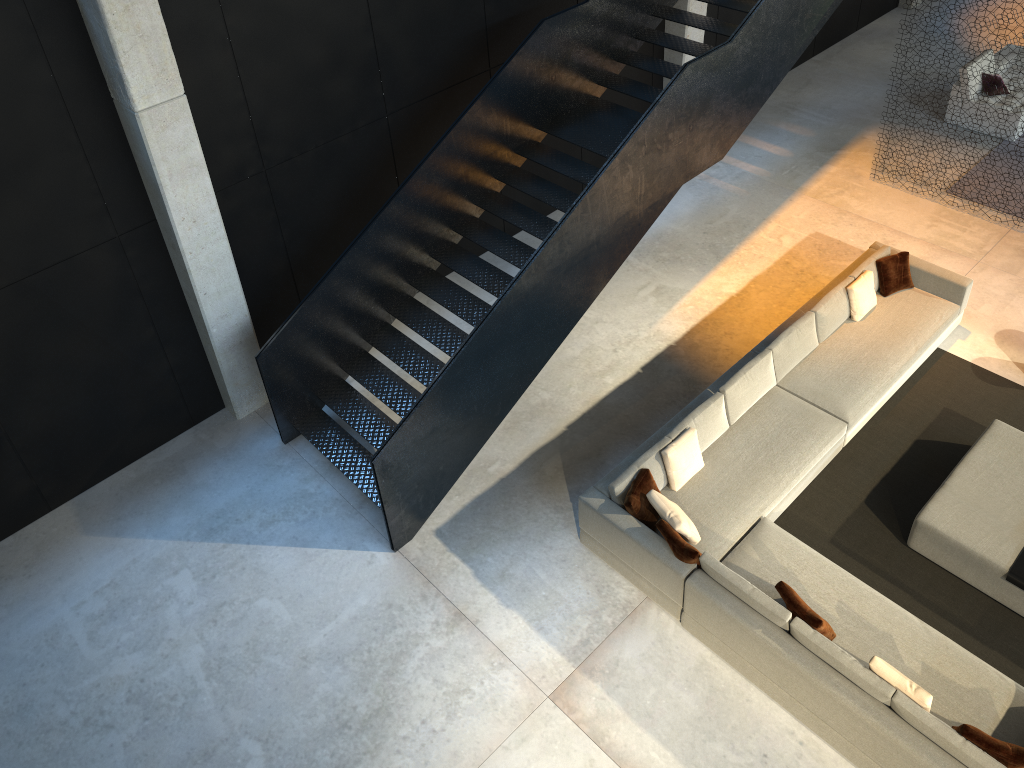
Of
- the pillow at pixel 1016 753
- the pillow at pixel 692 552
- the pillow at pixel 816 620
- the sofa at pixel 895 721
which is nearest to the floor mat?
the sofa at pixel 895 721

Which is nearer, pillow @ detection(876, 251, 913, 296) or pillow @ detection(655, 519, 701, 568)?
pillow @ detection(655, 519, 701, 568)

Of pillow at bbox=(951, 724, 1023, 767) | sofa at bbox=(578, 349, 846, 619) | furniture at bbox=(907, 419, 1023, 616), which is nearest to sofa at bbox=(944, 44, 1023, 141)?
furniture at bbox=(907, 419, 1023, 616)

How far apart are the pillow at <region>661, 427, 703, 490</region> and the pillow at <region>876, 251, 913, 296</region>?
3.02m

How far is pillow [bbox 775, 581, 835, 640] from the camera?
6.0 meters

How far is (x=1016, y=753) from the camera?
5.3 meters

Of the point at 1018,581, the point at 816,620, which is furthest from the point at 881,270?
the point at 816,620

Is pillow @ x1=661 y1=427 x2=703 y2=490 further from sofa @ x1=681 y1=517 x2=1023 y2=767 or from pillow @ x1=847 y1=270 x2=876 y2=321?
pillow @ x1=847 y1=270 x2=876 y2=321

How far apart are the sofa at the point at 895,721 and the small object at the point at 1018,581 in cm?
78

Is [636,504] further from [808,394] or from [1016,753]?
[1016,753]
